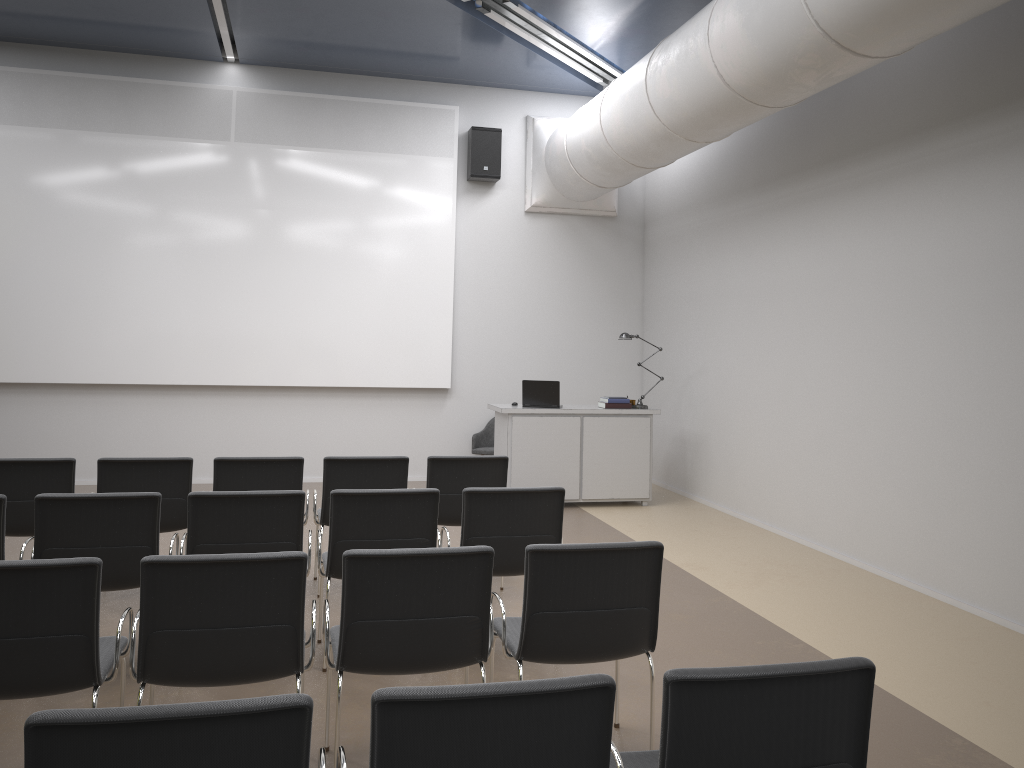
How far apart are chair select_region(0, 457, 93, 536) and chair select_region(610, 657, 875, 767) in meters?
4.1 m

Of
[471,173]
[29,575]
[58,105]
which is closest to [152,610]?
[29,575]

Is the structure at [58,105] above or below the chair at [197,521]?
above

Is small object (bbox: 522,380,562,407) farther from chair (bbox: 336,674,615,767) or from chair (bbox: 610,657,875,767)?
chair (bbox: 336,674,615,767)

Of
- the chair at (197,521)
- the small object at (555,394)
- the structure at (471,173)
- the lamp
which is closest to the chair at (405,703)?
the chair at (197,521)

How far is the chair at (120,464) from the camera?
5.4m

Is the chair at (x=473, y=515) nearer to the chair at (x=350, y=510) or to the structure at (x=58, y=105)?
the chair at (x=350, y=510)

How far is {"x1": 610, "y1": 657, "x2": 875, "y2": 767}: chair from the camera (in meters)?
2.14

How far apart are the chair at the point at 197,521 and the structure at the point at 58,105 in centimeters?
557cm

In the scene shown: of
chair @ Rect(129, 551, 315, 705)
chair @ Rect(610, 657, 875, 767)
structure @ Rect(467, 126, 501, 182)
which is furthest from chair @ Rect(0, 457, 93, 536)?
structure @ Rect(467, 126, 501, 182)
